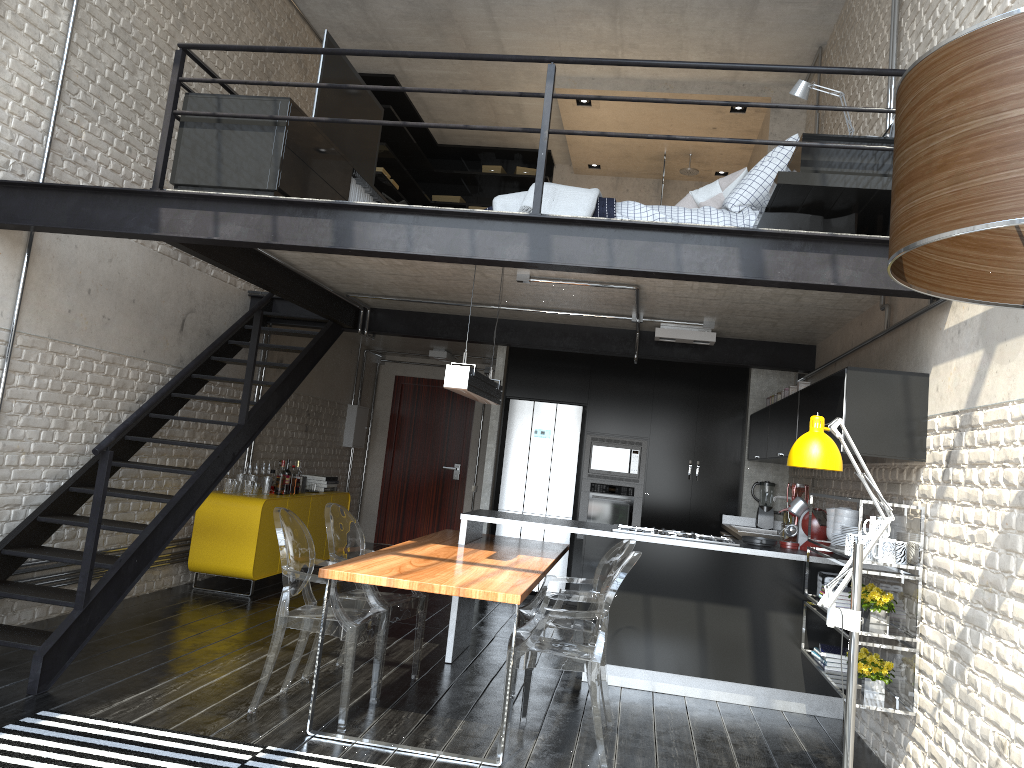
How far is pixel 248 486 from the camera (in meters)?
7.31

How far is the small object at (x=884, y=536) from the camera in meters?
4.2

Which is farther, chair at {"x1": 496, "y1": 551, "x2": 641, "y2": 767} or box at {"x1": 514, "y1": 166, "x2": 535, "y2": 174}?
box at {"x1": 514, "y1": 166, "x2": 535, "y2": 174}

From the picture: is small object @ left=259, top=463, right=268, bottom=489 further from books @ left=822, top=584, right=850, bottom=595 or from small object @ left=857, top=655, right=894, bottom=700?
small object @ left=857, top=655, right=894, bottom=700

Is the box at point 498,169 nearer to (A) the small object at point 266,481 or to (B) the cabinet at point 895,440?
(B) the cabinet at point 895,440

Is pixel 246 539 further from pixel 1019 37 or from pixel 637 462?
pixel 1019 37

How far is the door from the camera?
11.72m

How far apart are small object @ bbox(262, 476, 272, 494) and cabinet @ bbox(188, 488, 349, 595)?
0.12m

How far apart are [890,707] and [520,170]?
8.7 meters

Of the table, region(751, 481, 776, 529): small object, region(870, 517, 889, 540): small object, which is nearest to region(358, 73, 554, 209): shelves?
the table
